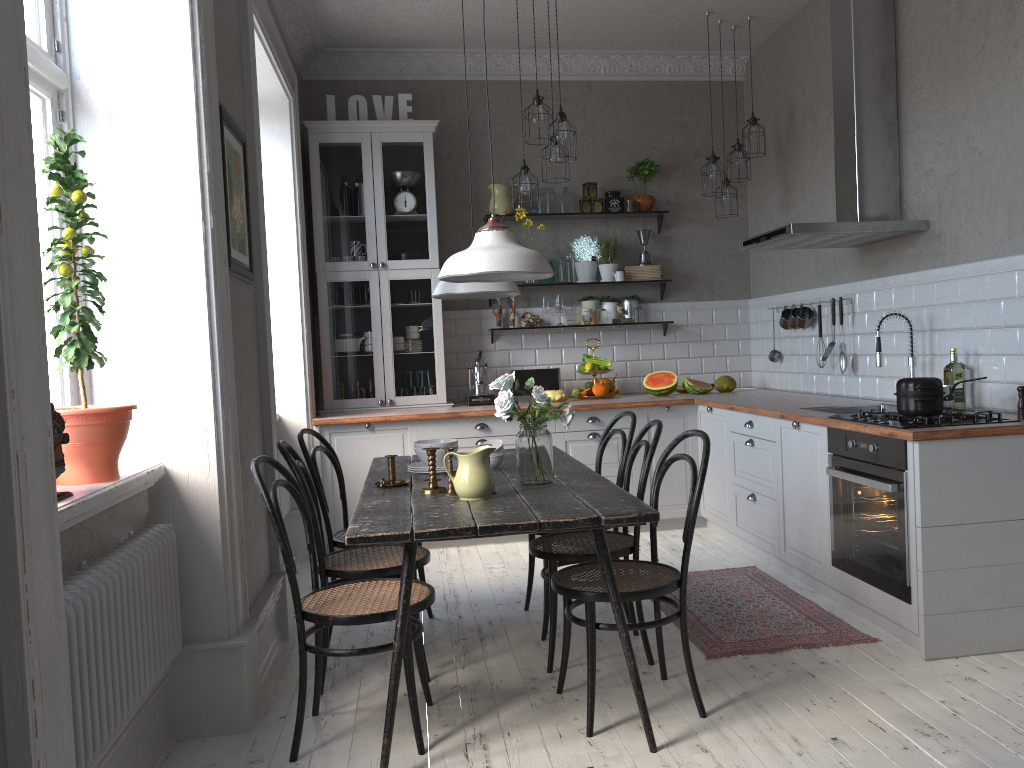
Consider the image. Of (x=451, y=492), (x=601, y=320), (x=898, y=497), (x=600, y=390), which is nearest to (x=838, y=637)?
(x=898, y=497)

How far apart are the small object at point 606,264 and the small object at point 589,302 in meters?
0.2 m

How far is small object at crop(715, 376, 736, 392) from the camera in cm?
610

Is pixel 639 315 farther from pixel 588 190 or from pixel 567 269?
pixel 588 190

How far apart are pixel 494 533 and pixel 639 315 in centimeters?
400cm

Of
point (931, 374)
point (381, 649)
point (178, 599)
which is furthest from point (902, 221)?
point (178, 599)

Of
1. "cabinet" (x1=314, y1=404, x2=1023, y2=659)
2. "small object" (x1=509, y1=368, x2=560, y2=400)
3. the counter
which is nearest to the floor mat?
"cabinet" (x1=314, y1=404, x2=1023, y2=659)

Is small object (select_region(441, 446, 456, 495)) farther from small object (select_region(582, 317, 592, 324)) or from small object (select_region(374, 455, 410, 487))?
small object (select_region(582, 317, 592, 324))

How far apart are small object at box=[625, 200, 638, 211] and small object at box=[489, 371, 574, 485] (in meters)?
3.35

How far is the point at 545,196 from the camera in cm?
619
